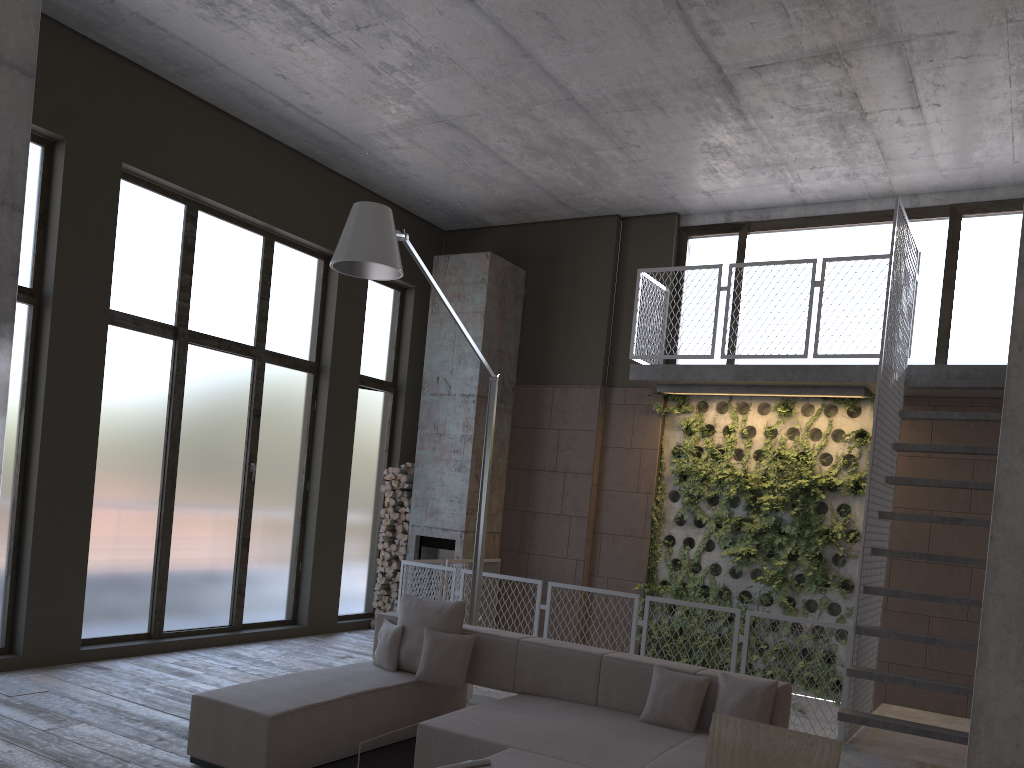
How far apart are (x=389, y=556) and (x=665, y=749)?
6.4m

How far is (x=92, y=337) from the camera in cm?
745

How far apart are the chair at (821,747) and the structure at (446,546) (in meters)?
7.89

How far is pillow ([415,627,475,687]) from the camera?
5.7 meters

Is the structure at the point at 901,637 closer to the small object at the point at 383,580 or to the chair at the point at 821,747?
the small object at the point at 383,580

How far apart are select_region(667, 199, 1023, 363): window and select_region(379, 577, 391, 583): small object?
4.6m

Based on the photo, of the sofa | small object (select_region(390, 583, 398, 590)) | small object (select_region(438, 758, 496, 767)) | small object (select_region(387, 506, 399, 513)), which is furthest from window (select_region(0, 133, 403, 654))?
small object (select_region(438, 758, 496, 767))

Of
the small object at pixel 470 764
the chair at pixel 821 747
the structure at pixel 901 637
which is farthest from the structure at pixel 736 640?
the chair at pixel 821 747

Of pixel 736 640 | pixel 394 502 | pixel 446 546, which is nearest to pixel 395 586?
pixel 446 546

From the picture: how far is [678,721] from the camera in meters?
4.9
